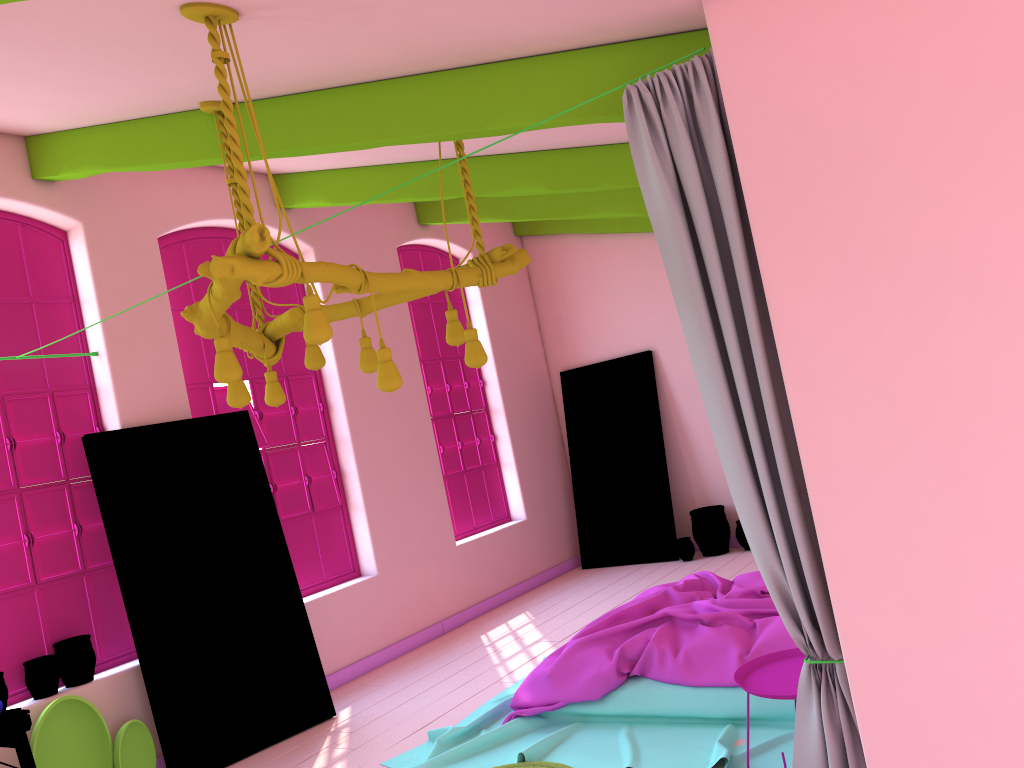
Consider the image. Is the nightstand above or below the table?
below

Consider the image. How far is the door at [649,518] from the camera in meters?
9.3 m

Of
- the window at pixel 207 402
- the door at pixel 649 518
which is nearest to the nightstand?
the window at pixel 207 402

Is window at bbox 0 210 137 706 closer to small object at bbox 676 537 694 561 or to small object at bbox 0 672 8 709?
small object at bbox 0 672 8 709

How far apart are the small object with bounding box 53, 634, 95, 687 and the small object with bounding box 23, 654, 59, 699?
0.07m

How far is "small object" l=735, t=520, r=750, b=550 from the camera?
8.9m

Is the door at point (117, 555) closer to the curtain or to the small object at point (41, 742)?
the small object at point (41, 742)

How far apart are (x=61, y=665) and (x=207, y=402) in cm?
211

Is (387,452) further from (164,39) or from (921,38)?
(921,38)

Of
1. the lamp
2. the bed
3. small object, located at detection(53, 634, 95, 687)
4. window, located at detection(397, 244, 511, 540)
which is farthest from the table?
window, located at detection(397, 244, 511, 540)
